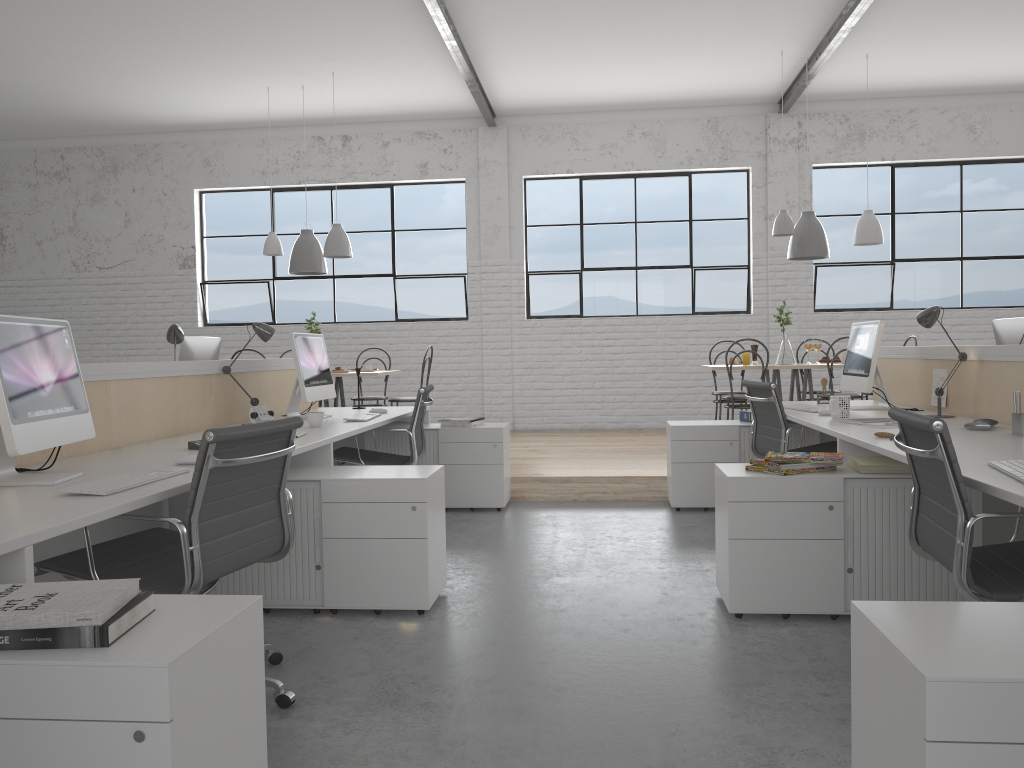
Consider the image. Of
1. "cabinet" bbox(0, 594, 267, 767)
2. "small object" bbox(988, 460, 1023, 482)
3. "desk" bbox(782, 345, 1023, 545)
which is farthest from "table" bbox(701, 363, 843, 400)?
"cabinet" bbox(0, 594, 267, 767)

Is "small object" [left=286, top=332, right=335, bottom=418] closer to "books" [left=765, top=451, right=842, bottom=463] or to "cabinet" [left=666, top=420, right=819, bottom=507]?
"cabinet" [left=666, top=420, right=819, bottom=507]

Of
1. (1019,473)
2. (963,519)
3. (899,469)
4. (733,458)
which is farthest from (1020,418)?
(733,458)

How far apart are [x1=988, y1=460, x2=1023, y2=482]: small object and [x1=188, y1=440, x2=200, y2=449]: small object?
2.09m

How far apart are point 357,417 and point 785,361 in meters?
3.1

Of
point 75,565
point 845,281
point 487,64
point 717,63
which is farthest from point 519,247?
point 75,565

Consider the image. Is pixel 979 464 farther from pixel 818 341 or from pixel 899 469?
pixel 818 341

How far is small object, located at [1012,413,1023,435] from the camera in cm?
255

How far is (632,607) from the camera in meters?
2.6

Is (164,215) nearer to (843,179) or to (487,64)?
(487,64)
